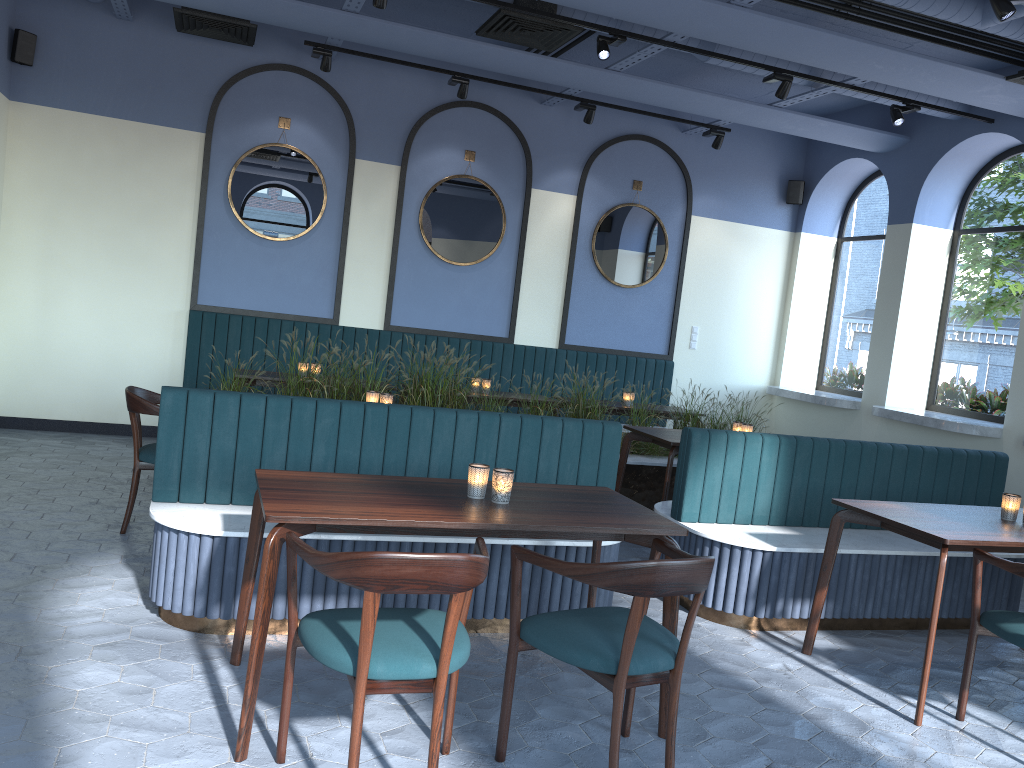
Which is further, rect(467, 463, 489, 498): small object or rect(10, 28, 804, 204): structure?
rect(10, 28, 804, 204): structure

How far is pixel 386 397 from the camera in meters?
5.3 m

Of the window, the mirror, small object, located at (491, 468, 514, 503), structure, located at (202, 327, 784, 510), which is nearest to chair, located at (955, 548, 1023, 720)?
small object, located at (491, 468, 514, 503)

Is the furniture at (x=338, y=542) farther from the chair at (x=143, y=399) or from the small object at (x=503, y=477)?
the chair at (x=143, y=399)

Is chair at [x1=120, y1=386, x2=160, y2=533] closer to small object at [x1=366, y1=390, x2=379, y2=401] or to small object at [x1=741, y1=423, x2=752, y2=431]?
small object at [x1=366, y1=390, x2=379, y2=401]

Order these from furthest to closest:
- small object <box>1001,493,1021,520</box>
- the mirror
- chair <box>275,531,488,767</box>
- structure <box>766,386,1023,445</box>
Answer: the mirror < structure <box>766,386,1023,445</box> < small object <box>1001,493,1021,520</box> < chair <box>275,531,488,767</box>

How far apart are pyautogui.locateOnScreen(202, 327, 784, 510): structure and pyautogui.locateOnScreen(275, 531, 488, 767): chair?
3.2m

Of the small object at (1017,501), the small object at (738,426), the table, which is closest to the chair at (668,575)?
the table

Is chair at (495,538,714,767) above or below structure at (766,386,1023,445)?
below

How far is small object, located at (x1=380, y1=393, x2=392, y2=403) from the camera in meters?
5.3 m
